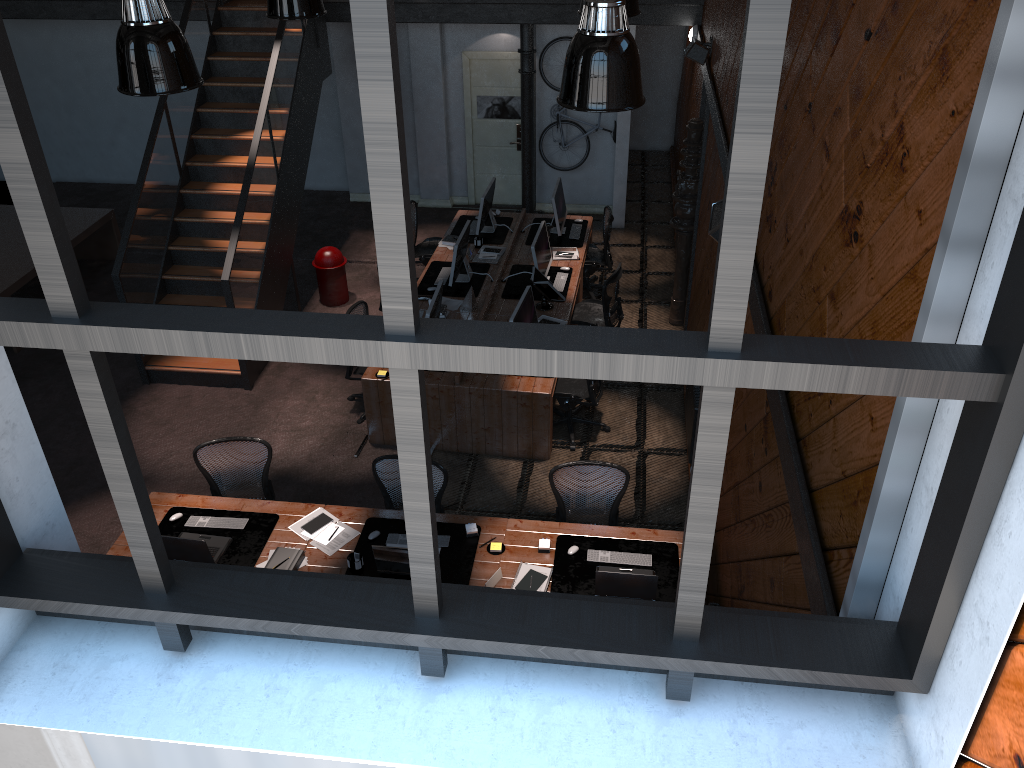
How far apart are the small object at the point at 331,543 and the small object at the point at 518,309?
2.43m

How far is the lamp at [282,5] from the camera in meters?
6.5

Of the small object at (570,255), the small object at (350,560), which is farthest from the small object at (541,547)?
the small object at (570,255)

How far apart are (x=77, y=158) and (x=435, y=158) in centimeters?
612cm

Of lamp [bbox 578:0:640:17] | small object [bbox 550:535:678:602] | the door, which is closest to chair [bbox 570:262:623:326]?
lamp [bbox 578:0:640:17]

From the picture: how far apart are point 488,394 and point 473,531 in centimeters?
194cm

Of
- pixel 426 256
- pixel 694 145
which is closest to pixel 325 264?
pixel 426 256

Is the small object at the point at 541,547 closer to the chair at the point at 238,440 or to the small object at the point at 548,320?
the chair at the point at 238,440

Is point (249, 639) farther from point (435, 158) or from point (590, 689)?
point (435, 158)

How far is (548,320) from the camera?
8.9 meters
